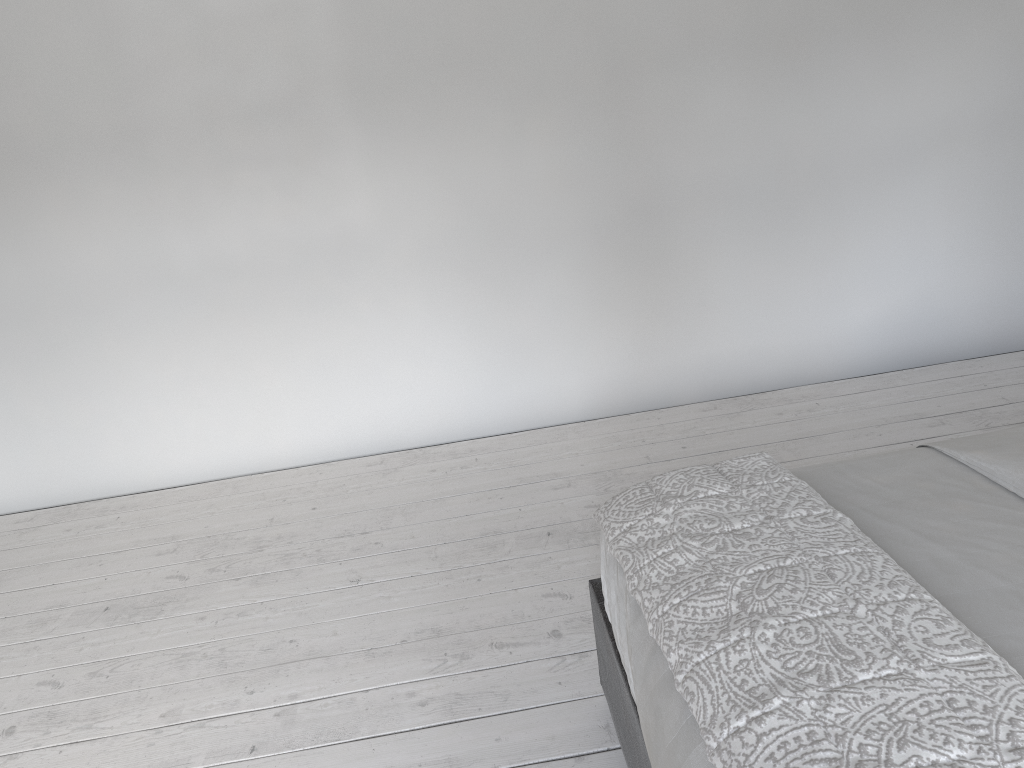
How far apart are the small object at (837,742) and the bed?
0.0m

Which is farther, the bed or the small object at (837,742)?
the bed

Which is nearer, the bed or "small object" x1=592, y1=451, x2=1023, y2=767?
"small object" x1=592, y1=451, x2=1023, y2=767

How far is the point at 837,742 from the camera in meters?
1.0

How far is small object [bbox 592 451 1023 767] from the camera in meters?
1.0

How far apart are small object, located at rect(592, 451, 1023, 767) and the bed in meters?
0.0

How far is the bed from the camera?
1.2m

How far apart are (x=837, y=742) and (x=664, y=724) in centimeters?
29cm

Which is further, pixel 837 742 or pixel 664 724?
pixel 664 724

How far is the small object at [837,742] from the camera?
1.0 meters
